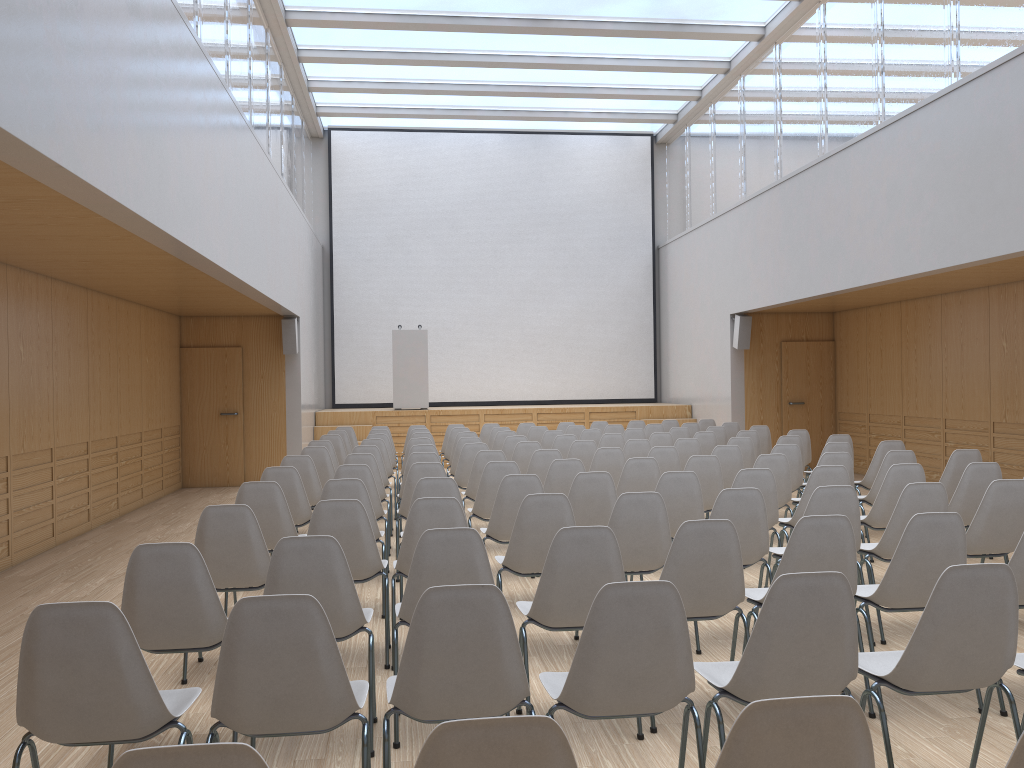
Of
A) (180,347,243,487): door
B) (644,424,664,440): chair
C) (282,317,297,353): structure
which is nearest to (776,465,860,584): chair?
(644,424,664,440): chair

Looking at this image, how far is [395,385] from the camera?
15.16m

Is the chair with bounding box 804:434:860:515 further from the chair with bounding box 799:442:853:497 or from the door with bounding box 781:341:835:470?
the door with bounding box 781:341:835:470

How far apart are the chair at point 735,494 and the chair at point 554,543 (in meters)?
1.25

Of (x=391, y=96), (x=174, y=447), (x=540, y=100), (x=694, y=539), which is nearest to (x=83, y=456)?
(x=174, y=447)

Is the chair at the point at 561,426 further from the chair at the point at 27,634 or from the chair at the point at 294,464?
the chair at the point at 27,634

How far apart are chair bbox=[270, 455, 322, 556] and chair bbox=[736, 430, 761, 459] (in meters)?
4.90

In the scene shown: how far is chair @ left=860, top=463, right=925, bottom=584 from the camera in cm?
584

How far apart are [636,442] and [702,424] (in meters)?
4.50

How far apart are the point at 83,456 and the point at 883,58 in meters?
9.4
